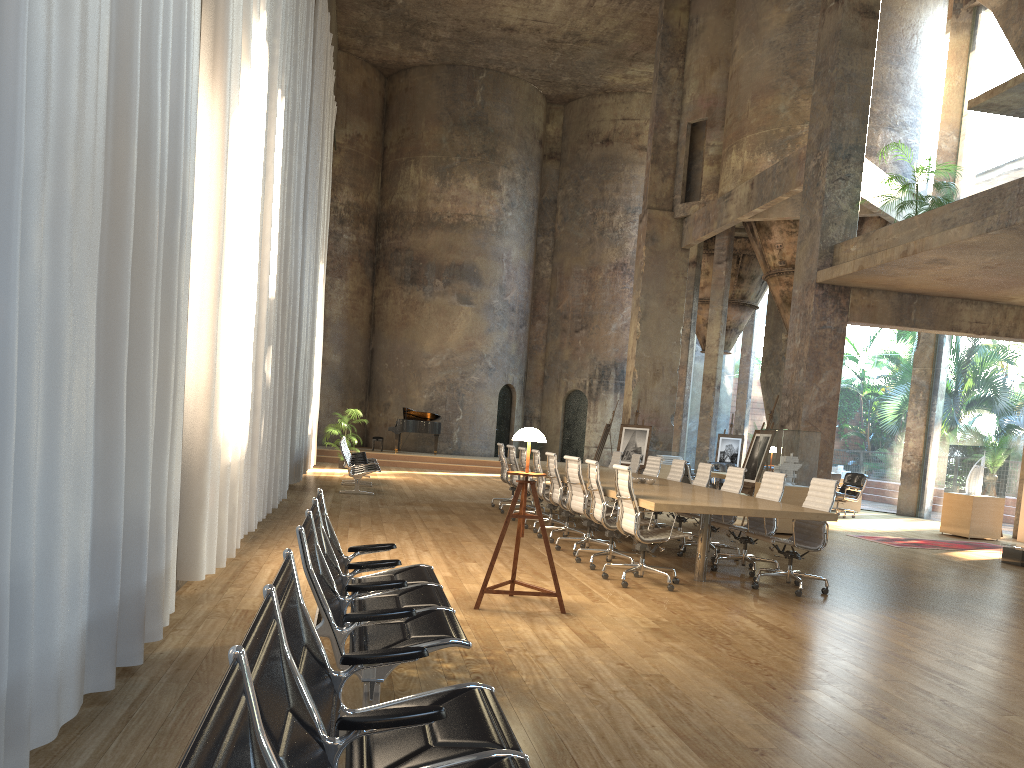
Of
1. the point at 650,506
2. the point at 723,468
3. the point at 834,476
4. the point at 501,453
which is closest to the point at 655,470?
the point at 501,453

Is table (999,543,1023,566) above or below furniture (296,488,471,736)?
below

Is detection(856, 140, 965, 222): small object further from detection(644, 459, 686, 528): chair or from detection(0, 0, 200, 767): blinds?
detection(0, 0, 200, 767): blinds

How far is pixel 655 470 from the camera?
12.3 meters

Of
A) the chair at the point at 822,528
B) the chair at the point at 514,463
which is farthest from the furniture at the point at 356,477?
the chair at the point at 822,528

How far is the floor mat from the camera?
12.8 meters

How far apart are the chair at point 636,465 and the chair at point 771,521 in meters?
4.1

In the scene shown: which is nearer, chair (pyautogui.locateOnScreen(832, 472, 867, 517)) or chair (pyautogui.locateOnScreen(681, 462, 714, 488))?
chair (pyautogui.locateOnScreen(681, 462, 714, 488))

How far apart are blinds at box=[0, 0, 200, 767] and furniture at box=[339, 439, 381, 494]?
9.5 meters

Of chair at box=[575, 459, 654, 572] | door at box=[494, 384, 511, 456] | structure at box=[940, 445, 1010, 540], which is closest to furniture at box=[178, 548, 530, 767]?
chair at box=[575, 459, 654, 572]
